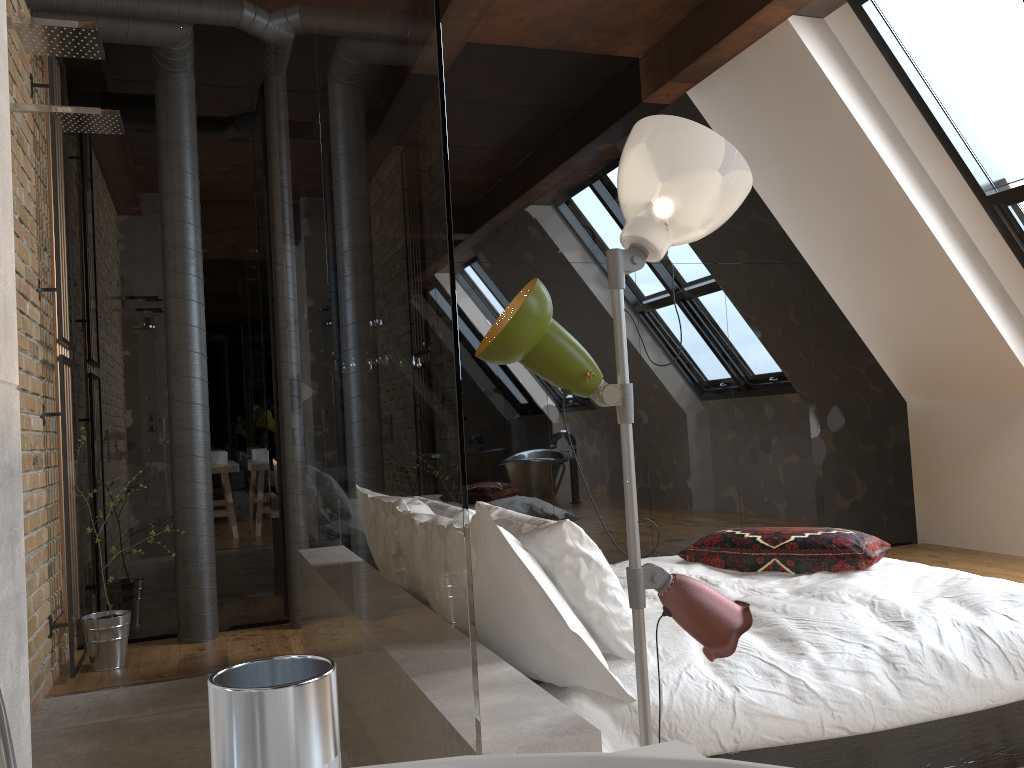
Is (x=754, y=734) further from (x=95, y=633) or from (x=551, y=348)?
(x=95, y=633)

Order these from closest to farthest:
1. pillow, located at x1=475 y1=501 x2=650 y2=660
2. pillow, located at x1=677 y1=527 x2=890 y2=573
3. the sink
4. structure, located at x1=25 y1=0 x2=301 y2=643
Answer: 1. the sink
2. pillow, located at x1=475 y1=501 x2=650 y2=660
3. pillow, located at x1=677 y1=527 x2=890 y2=573
4. structure, located at x1=25 y1=0 x2=301 y2=643

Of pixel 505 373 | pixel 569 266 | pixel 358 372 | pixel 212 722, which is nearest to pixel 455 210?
pixel 569 266

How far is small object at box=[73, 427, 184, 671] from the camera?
4.01m

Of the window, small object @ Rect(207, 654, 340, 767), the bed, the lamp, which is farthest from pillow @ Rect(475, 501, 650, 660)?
the window

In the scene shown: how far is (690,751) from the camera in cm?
65

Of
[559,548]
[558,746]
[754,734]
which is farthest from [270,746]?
[754,734]

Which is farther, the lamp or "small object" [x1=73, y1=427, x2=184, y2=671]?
"small object" [x1=73, y1=427, x2=184, y2=671]

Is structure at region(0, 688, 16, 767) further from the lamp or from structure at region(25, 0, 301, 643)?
structure at region(25, 0, 301, 643)

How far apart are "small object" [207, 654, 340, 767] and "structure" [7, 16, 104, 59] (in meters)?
2.19
